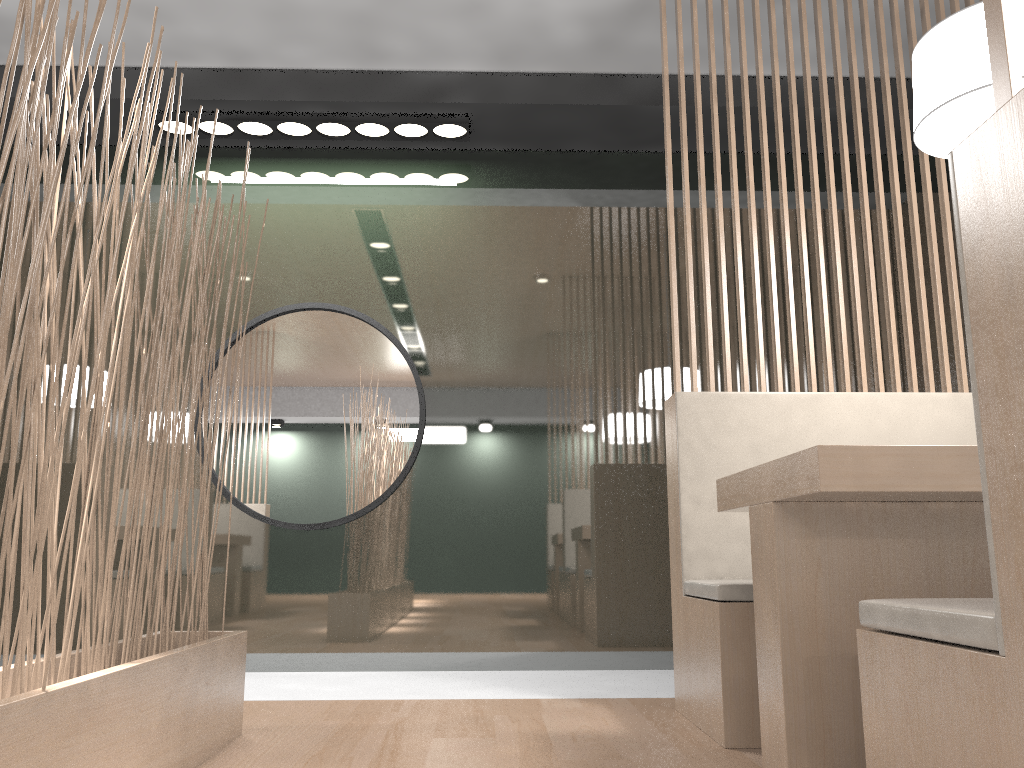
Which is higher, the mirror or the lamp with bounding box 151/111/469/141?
the lamp with bounding box 151/111/469/141

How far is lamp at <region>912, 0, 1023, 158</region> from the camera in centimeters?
119cm

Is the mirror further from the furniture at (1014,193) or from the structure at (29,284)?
the furniture at (1014,193)

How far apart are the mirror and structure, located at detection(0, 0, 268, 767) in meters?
0.8 m

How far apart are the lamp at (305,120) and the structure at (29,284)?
0.90m

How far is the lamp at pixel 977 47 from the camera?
1.19m

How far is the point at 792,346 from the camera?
1.73m

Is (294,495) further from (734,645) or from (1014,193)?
(1014,193)

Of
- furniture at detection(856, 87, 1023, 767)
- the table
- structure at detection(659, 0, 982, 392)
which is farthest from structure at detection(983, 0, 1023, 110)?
structure at detection(659, 0, 982, 392)

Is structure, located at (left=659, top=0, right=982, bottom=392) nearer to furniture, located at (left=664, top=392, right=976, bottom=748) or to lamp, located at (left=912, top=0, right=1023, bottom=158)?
furniture, located at (left=664, top=392, right=976, bottom=748)
